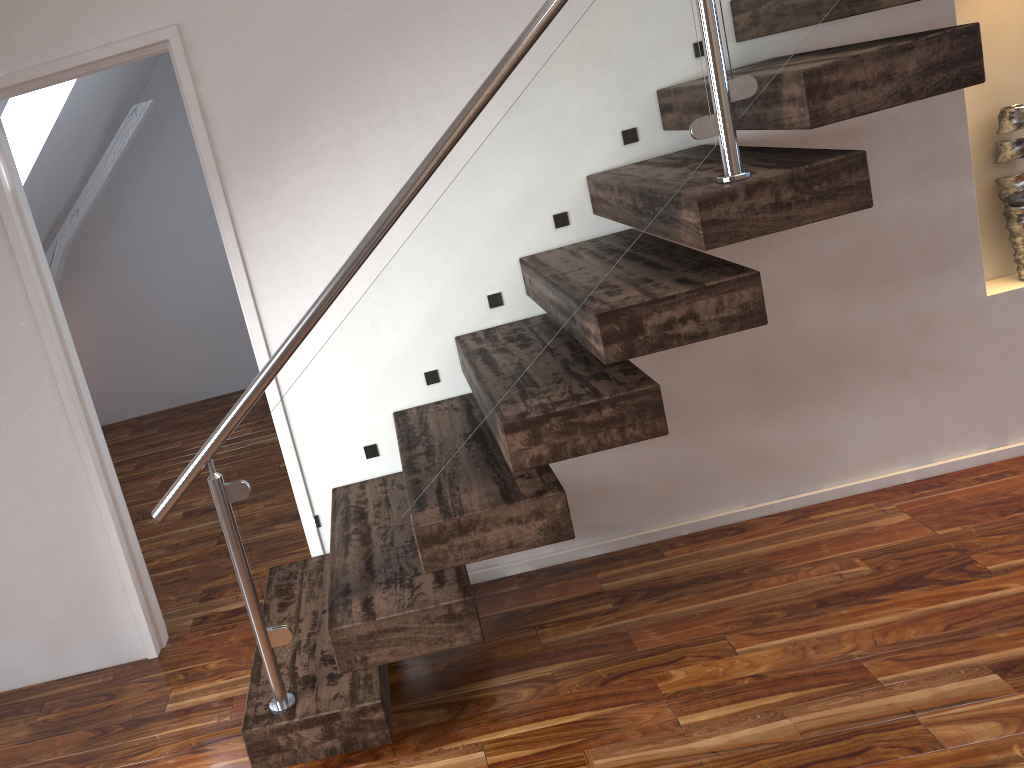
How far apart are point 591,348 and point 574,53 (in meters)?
0.61

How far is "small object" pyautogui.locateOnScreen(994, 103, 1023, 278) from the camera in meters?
2.6

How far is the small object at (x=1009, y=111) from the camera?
2.61m
